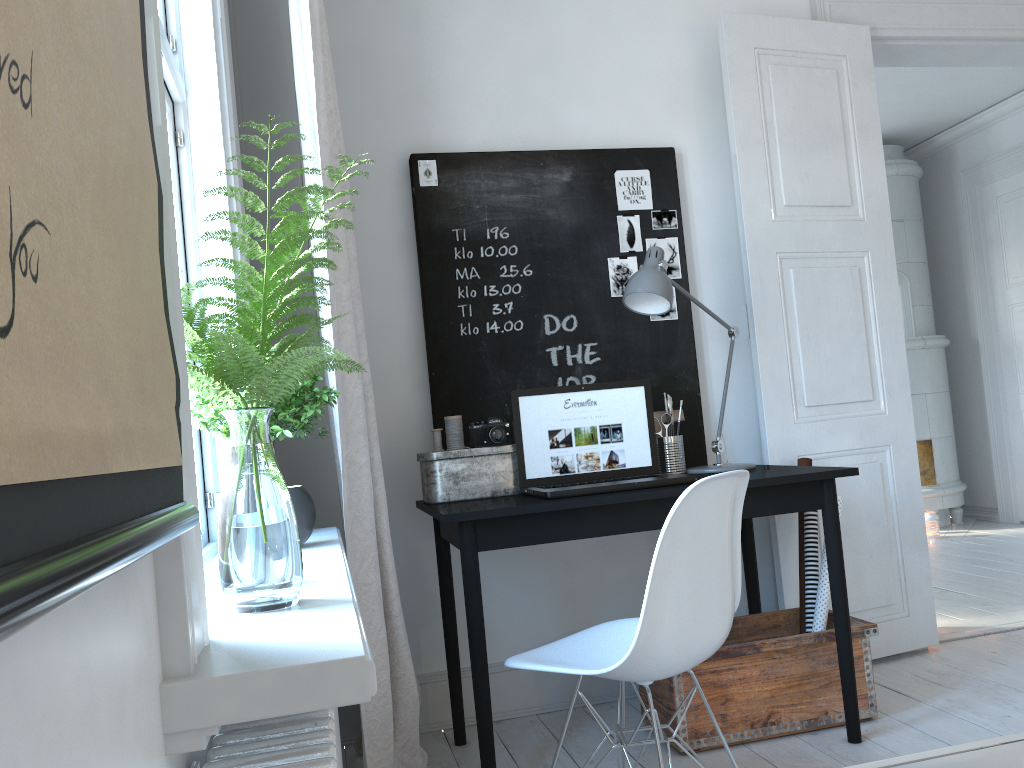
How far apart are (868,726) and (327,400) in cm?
185

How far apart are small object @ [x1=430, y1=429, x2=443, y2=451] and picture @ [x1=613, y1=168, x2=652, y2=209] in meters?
1.1

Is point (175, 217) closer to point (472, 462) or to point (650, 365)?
point (472, 462)

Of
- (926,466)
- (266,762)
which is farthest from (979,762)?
(926,466)

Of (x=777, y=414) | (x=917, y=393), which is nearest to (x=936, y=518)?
(x=917, y=393)

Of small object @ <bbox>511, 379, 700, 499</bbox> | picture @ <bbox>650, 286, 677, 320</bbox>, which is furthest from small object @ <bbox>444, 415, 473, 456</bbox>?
picture @ <bbox>650, 286, 677, 320</bbox>

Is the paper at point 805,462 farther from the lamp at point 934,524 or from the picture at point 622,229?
the lamp at point 934,524

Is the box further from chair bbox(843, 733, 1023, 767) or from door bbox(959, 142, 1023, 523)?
door bbox(959, 142, 1023, 523)

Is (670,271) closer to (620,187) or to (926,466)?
(620,187)

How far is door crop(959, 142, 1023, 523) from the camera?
5.9m
